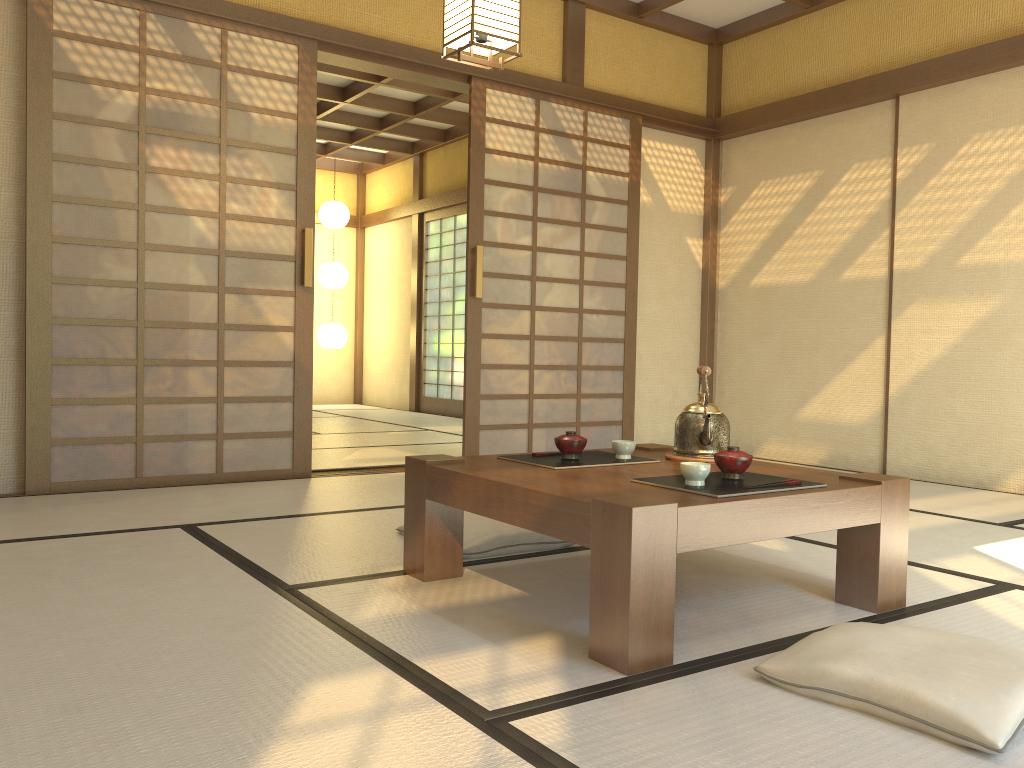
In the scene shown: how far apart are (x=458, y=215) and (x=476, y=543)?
6.9 meters

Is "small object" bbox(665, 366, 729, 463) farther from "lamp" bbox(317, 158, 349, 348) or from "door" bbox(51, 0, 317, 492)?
"lamp" bbox(317, 158, 349, 348)

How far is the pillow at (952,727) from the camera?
1.5m

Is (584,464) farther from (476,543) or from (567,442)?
(476,543)

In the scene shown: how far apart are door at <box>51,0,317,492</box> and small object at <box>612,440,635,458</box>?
2.4 meters

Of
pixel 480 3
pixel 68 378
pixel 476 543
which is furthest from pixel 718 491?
pixel 68 378

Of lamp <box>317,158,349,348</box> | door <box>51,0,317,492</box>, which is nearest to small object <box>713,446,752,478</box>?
door <box>51,0,317,492</box>

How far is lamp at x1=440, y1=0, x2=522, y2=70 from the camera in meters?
3.3

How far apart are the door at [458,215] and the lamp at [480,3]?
5.64m

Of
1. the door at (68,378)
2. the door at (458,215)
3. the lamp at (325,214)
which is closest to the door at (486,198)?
the door at (68,378)
